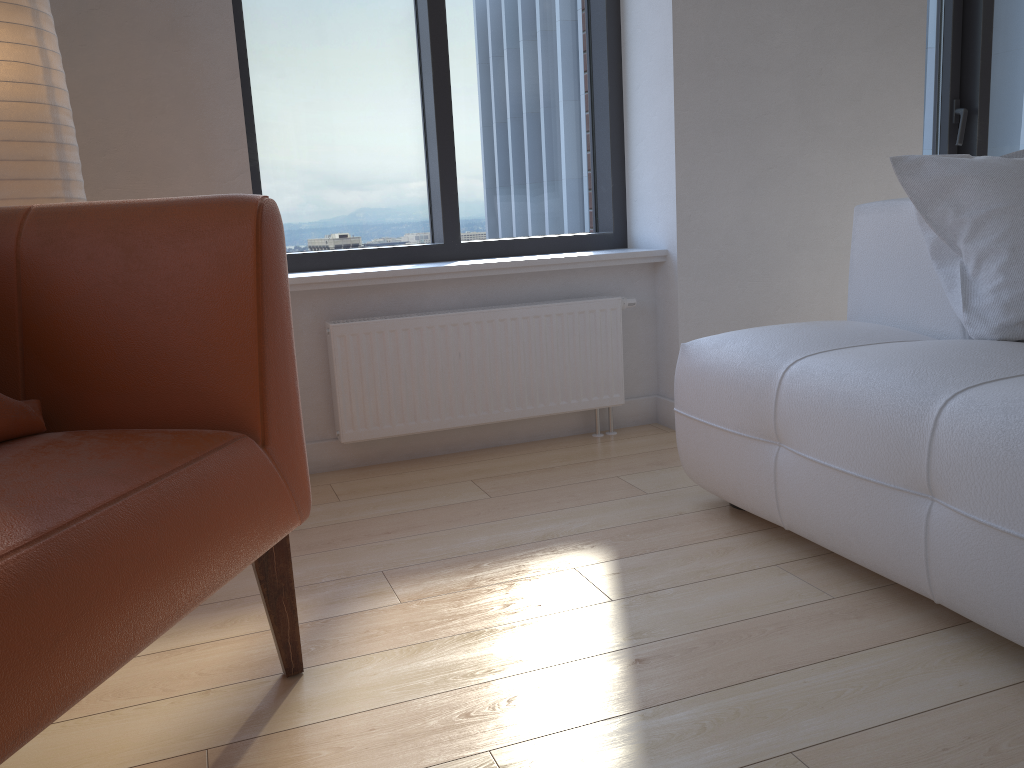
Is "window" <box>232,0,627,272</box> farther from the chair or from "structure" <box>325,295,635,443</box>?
the chair

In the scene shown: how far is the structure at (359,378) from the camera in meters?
2.6

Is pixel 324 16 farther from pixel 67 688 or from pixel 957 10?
pixel 957 10

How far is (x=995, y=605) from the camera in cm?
138

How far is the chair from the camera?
0.9 meters

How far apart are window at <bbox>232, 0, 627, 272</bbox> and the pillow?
1.2 meters

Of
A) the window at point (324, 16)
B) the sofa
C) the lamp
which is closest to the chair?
the lamp

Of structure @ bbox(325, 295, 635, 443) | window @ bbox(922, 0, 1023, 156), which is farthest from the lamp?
window @ bbox(922, 0, 1023, 156)

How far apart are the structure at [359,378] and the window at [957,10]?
1.73m

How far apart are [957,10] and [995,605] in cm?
309
